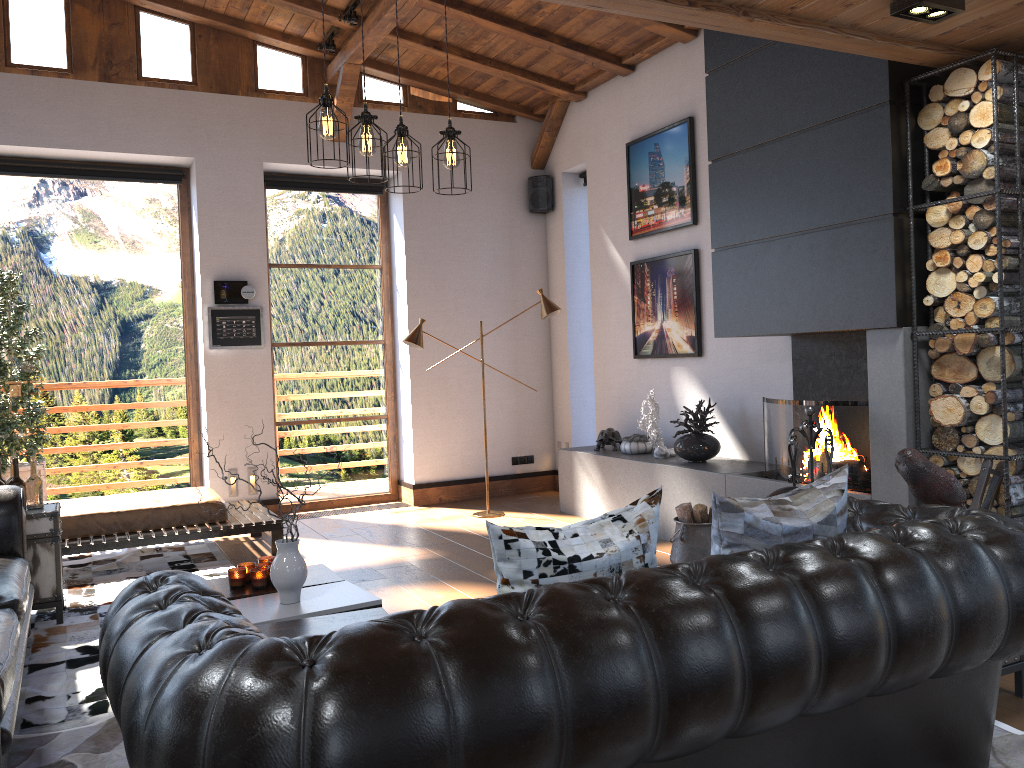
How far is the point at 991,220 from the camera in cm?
401

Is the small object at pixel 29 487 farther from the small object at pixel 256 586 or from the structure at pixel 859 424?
the structure at pixel 859 424

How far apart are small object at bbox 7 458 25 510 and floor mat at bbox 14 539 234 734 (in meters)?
0.75

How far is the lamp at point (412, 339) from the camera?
7.2m

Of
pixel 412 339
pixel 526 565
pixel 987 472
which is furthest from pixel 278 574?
pixel 412 339

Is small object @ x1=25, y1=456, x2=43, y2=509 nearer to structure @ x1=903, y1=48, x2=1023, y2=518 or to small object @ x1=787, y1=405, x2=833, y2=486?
small object @ x1=787, y1=405, x2=833, y2=486

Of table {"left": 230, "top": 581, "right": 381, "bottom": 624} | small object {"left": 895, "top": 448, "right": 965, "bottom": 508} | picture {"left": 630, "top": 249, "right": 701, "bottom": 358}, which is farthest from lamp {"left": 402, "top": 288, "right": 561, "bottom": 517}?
small object {"left": 895, "top": 448, "right": 965, "bottom": 508}

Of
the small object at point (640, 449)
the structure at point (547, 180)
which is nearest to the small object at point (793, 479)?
the small object at point (640, 449)

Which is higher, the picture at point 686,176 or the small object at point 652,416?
the picture at point 686,176

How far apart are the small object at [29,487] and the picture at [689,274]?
4.4m
